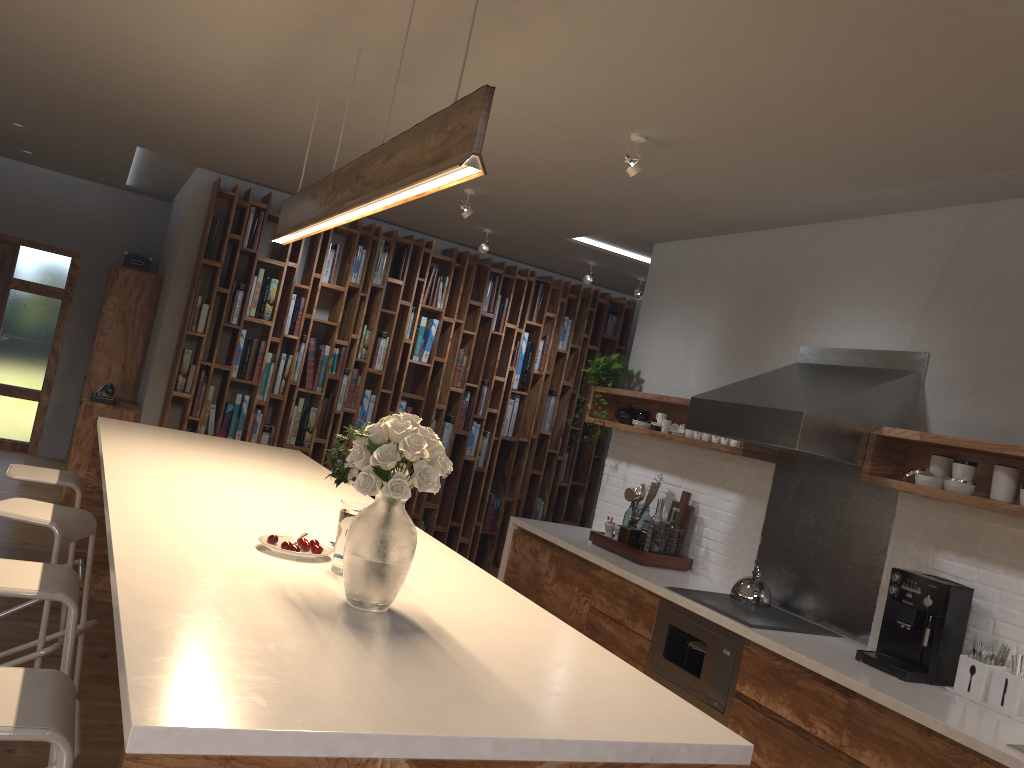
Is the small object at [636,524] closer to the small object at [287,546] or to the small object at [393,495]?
the small object at [287,546]

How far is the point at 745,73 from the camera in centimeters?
295cm

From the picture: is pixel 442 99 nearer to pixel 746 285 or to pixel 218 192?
pixel 746 285

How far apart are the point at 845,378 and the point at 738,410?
0.5m

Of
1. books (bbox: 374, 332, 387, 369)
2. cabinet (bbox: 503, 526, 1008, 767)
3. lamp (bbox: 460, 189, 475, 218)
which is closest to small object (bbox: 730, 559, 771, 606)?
cabinet (bbox: 503, 526, 1008, 767)

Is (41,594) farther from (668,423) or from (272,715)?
(668,423)

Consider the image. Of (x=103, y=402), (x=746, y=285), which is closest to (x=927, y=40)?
(x=746, y=285)

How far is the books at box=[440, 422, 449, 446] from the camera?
7.64m

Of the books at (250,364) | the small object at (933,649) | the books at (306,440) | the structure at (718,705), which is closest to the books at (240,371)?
the books at (250,364)

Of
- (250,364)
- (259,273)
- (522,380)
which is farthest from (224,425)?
(522,380)
